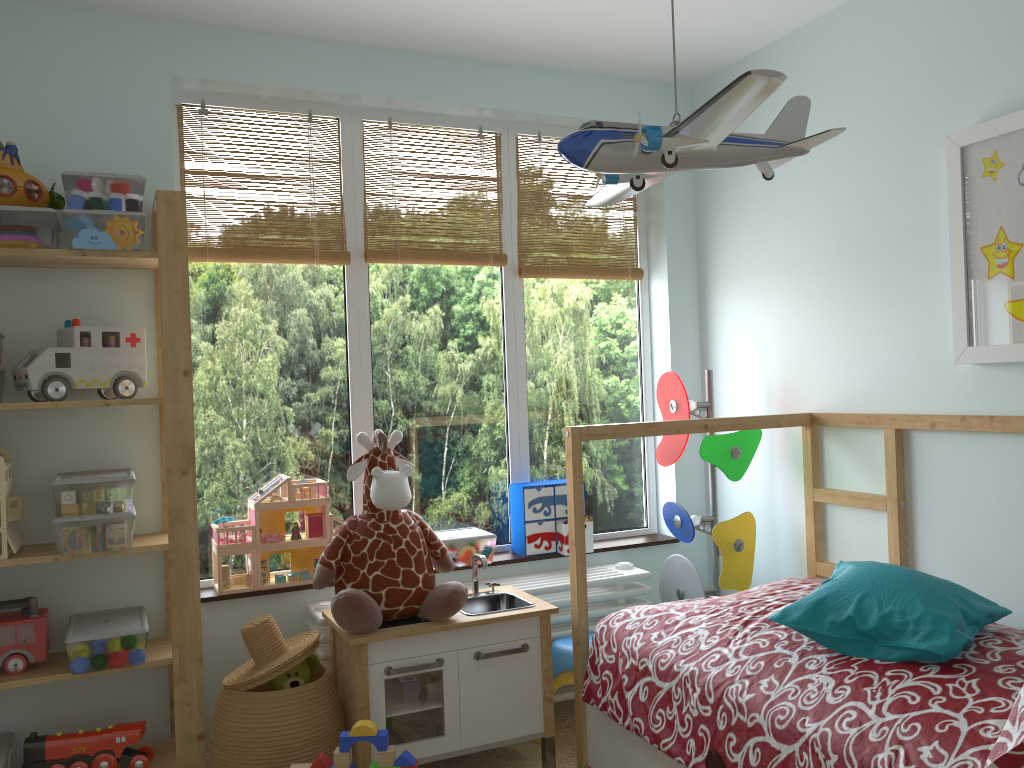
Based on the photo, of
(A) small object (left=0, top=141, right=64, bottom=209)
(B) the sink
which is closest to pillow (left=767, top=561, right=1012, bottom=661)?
(B) the sink

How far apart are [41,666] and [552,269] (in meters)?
2.00

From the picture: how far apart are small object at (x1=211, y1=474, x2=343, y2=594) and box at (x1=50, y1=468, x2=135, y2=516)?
0.3m

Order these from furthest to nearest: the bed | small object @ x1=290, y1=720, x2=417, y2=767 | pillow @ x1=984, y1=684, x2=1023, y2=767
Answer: small object @ x1=290, y1=720, x2=417, y2=767 → the bed → pillow @ x1=984, y1=684, x2=1023, y2=767

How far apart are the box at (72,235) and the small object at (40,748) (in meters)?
1.25

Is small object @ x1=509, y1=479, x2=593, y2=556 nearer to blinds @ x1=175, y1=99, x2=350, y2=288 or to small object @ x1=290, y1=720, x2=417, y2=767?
blinds @ x1=175, y1=99, x2=350, y2=288

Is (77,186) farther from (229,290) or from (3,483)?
(3,483)

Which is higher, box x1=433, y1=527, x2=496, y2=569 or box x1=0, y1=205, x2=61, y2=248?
box x1=0, y1=205, x2=61, y2=248

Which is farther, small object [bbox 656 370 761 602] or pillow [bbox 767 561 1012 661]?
small object [bbox 656 370 761 602]

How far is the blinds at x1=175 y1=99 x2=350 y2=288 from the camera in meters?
2.7
